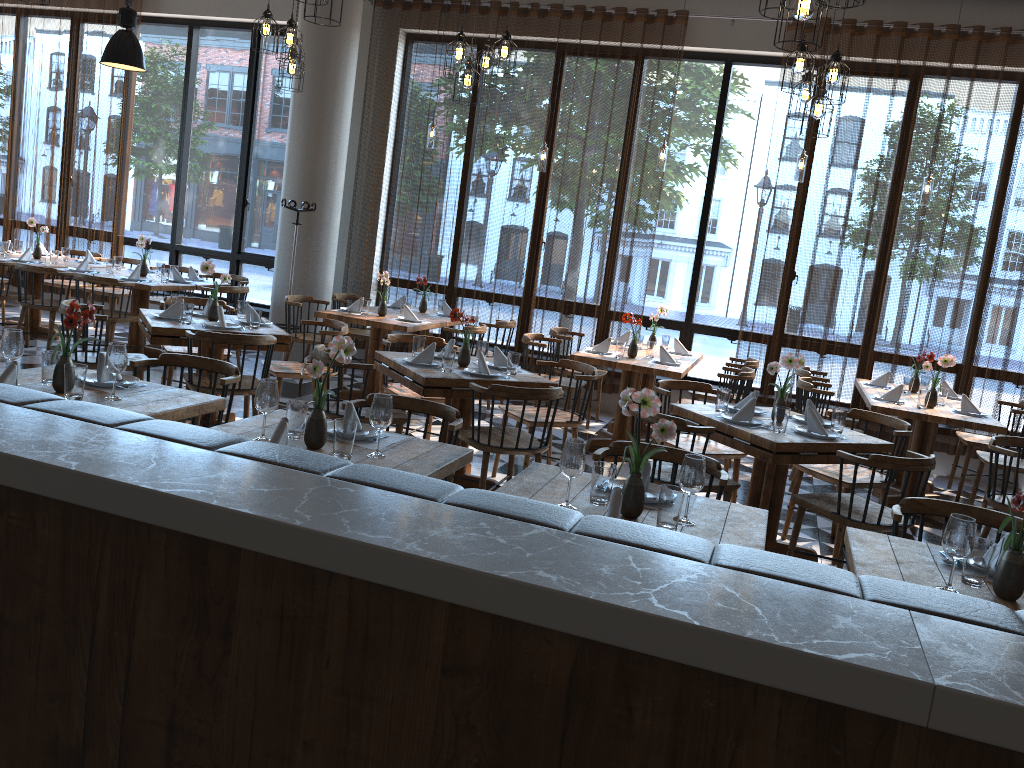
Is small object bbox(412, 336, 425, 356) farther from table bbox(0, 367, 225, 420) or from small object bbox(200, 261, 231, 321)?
table bbox(0, 367, 225, 420)

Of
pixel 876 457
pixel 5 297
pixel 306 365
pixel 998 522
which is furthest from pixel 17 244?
pixel 998 522

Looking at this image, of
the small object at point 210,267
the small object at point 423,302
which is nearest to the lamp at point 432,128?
the small object at point 423,302

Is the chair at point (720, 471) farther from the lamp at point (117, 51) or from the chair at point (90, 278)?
the lamp at point (117, 51)

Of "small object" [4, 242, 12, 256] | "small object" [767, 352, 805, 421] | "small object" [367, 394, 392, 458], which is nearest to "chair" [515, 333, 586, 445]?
"small object" [767, 352, 805, 421]

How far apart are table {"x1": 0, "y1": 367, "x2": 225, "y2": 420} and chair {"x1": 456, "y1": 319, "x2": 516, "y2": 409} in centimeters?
447cm

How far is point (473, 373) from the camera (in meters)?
5.07

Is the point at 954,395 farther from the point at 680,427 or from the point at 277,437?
the point at 277,437

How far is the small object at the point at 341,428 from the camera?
2.95m

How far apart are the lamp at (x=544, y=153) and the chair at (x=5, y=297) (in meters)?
4.83
